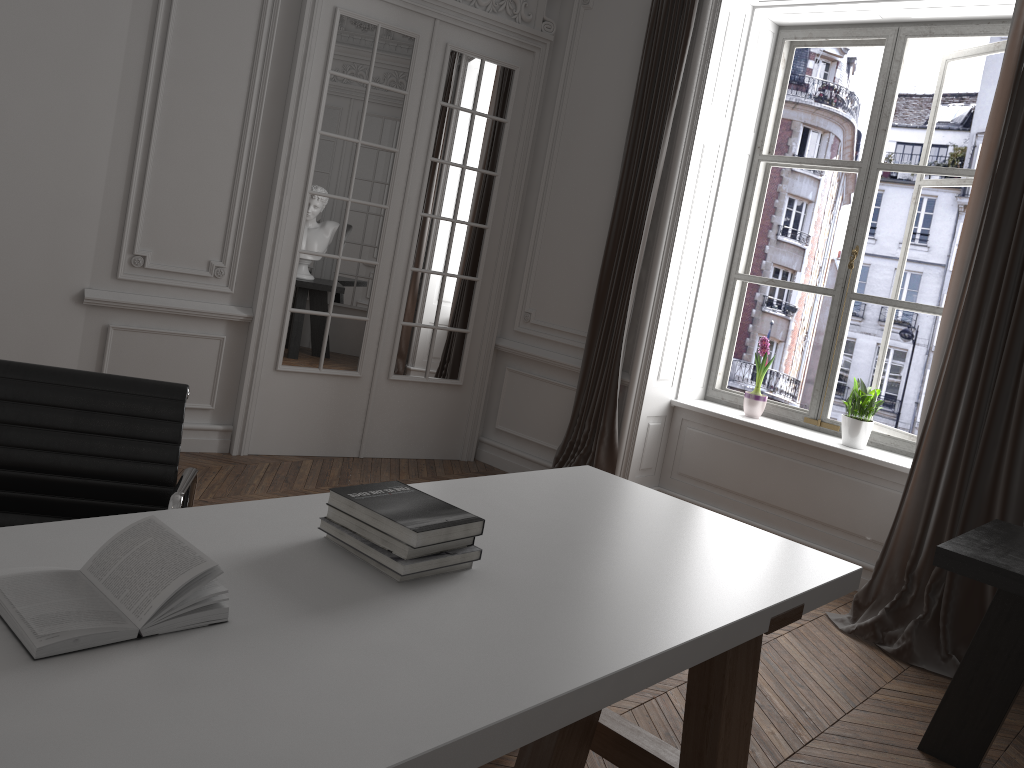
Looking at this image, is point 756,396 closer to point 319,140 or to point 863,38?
point 863,38

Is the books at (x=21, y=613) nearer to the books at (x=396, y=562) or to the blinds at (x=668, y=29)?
the books at (x=396, y=562)

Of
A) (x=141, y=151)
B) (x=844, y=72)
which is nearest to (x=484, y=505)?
(x=141, y=151)

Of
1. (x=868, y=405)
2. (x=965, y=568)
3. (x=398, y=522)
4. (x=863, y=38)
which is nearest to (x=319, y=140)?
(x=863, y=38)

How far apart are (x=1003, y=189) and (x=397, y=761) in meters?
3.7

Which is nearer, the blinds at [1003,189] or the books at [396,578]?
the books at [396,578]

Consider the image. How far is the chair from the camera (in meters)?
2.04

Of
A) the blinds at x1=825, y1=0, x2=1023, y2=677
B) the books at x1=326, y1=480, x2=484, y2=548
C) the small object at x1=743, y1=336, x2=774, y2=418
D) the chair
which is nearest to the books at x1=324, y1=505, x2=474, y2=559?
the books at x1=326, y1=480, x2=484, y2=548

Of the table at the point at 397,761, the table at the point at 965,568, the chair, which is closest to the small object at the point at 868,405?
the table at the point at 965,568

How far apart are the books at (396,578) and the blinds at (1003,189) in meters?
2.7 m
